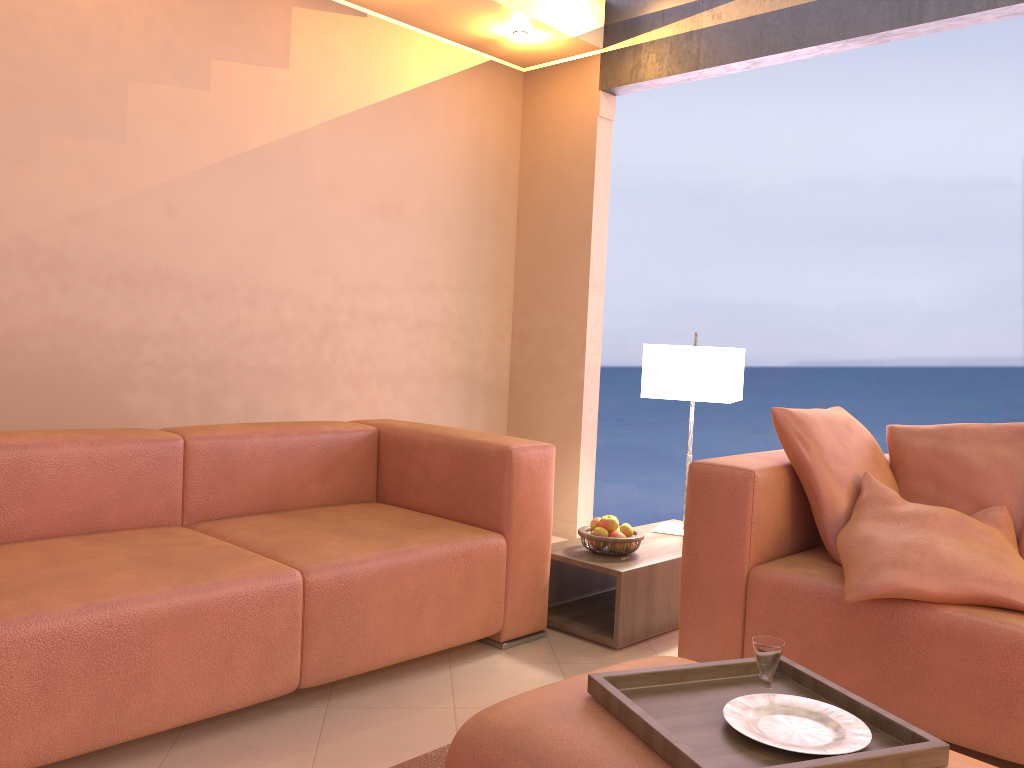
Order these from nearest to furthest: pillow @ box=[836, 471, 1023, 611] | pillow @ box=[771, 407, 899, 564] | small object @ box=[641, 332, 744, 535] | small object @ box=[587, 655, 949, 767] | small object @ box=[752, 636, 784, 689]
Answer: small object @ box=[587, 655, 949, 767]
small object @ box=[752, 636, 784, 689]
pillow @ box=[836, 471, 1023, 611]
pillow @ box=[771, 407, 899, 564]
small object @ box=[641, 332, 744, 535]

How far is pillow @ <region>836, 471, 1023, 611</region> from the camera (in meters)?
2.19

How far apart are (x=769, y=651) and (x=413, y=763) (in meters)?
0.90

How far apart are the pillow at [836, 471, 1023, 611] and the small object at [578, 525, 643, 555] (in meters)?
0.77

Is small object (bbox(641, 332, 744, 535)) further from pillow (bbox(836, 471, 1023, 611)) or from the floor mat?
the floor mat

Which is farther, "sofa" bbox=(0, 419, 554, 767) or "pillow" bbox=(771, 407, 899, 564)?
"pillow" bbox=(771, 407, 899, 564)

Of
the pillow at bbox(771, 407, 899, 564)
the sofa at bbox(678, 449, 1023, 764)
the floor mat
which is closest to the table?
the sofa at bbox(678, 449, 1023, 764)

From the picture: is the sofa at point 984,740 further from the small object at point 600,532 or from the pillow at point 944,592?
the small object at point 600,532

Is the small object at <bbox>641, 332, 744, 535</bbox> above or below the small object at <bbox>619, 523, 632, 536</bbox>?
above

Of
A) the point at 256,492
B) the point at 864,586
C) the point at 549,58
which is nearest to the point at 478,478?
the point at 256,492
